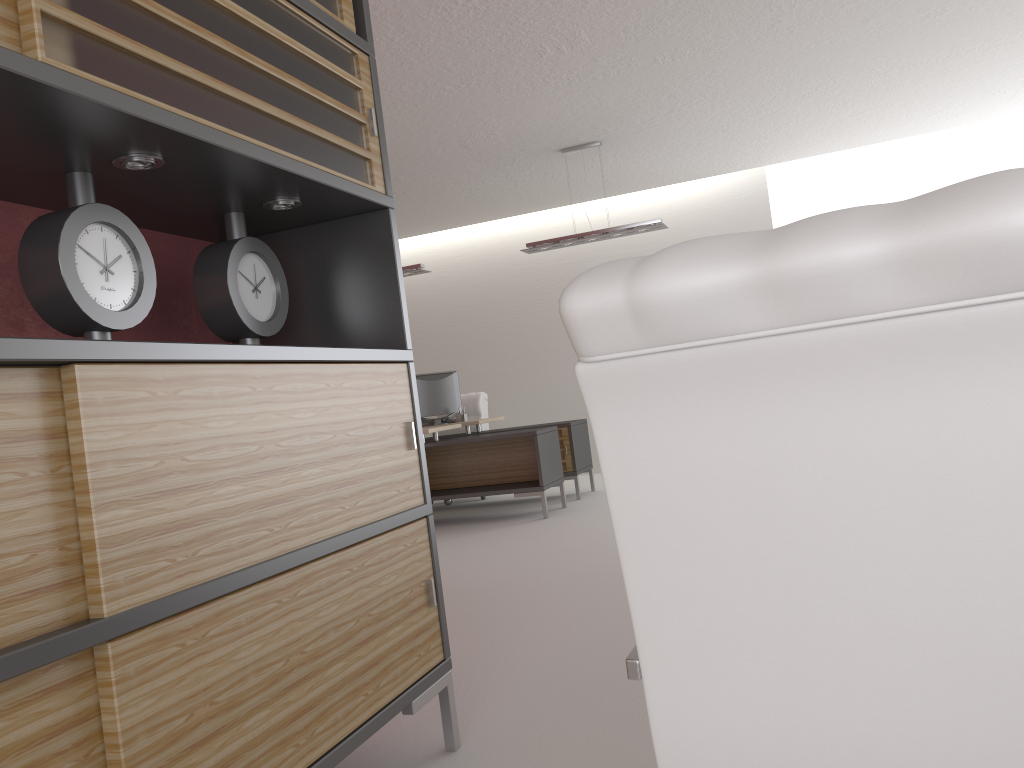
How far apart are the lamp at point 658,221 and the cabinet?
7.56m

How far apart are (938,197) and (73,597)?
1.9m

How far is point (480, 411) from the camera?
13.88m

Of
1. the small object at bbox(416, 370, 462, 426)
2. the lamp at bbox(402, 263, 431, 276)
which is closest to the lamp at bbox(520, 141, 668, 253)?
the lamp at bbox(402, 263, 431, 276)

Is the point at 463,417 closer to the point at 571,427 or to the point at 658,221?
the point at 571,427

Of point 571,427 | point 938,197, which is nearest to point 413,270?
point 571,427

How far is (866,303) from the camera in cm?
116

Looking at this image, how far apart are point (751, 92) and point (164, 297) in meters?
8.2

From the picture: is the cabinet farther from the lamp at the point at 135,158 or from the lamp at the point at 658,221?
the lamp at the point at 658,221

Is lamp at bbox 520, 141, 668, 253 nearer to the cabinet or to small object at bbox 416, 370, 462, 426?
small object at bbox 416, 370, 462, 426
